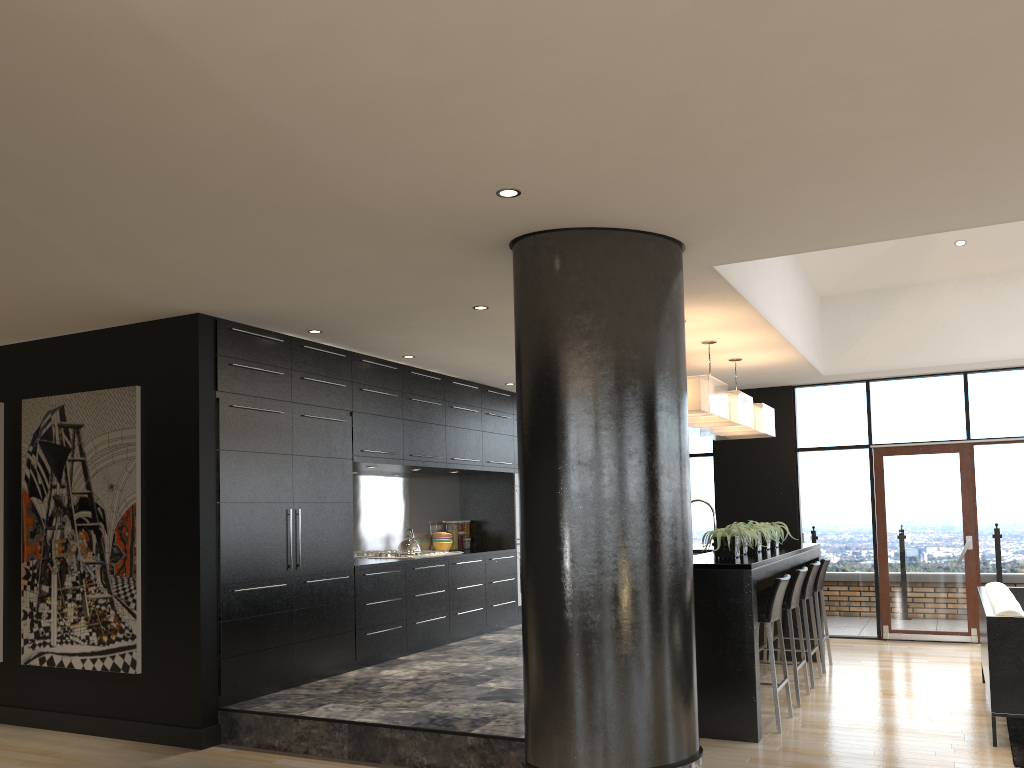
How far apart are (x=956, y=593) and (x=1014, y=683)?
4.1 meters

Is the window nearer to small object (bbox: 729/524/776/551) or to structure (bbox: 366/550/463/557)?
small object (bbox: 729/524/776/551)

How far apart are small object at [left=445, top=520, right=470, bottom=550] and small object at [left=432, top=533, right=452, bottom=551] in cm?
23

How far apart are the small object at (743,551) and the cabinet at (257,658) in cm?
279

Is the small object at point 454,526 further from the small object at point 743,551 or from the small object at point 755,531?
the small object at point 743,551

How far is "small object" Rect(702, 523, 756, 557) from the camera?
5.9m

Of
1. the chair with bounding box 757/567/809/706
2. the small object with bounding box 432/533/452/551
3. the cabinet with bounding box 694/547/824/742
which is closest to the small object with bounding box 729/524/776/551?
the cabinet with bounding box 694/547/824/742

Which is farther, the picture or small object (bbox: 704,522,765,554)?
small object (bbox: 704,522,765,554)

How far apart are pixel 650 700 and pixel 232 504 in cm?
307

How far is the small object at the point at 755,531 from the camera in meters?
6.6
